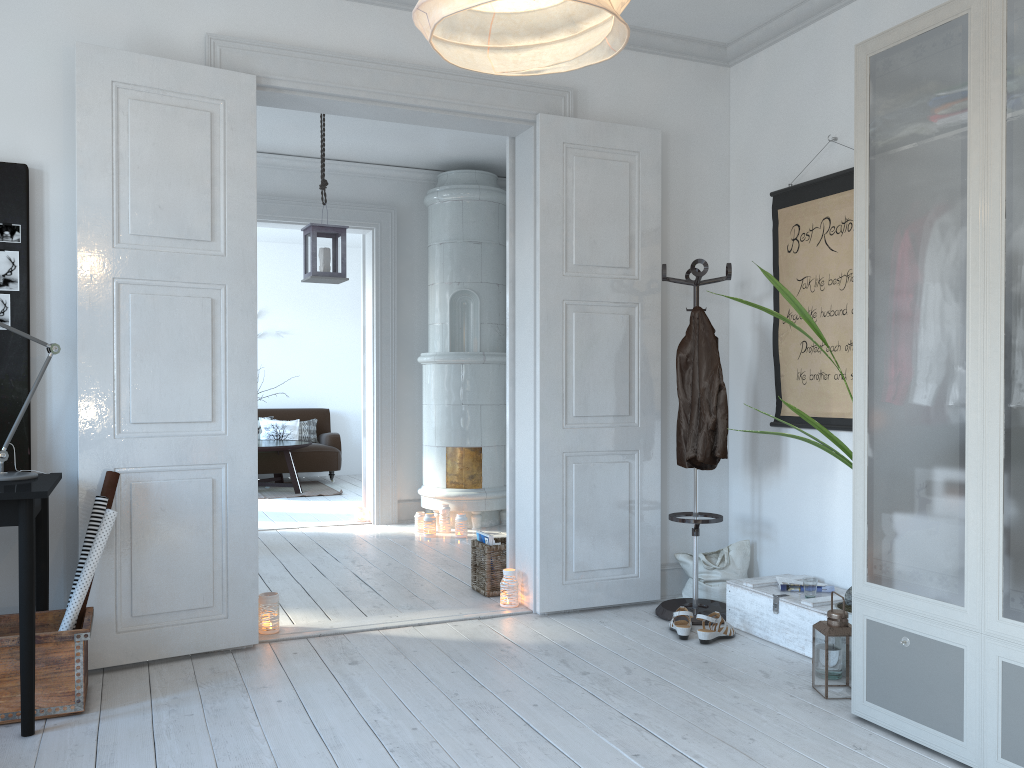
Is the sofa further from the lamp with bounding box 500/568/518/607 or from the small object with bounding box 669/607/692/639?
the small object with bounding box 669/607/692/639

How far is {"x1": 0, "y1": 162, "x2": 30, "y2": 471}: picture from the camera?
3.3 meters

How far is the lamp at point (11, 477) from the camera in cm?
300

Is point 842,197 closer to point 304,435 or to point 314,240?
point 314,240

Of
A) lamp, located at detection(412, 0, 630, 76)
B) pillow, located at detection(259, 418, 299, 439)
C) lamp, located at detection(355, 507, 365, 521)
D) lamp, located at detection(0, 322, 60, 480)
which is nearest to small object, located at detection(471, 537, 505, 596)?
lamp, located at detection(0, 322, 60, 480)

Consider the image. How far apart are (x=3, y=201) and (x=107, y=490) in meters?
1.1

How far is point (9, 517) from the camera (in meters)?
2.71

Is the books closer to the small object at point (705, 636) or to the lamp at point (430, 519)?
the small object at point (705, 636)

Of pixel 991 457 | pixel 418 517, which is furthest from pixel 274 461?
A: pixel 991 457

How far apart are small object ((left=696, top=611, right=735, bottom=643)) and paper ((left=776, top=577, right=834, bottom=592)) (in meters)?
0.28
